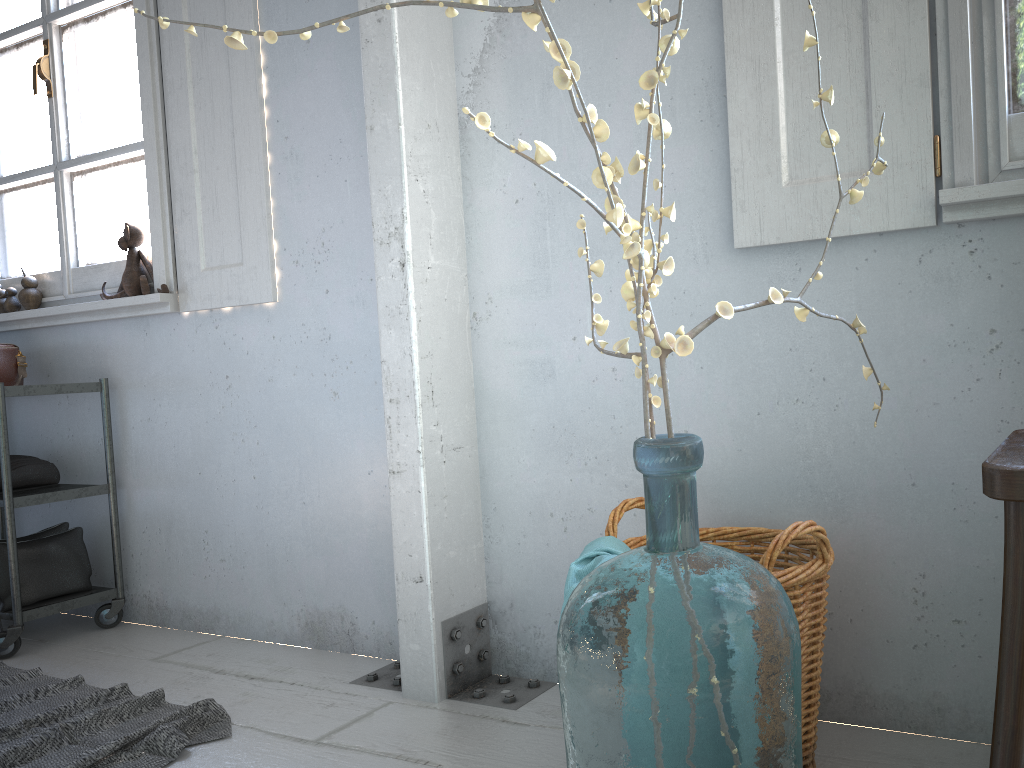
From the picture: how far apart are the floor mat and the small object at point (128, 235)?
1.3m

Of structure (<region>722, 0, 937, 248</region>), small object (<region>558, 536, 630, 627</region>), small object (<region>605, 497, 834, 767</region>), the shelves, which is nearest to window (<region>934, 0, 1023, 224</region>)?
structure (<region>722, 0, 937, 248</region>)

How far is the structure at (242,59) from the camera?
2.9 meters

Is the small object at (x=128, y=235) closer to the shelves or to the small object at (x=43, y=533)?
the shelves

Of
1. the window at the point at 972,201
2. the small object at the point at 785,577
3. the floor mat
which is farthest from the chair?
the floor mat

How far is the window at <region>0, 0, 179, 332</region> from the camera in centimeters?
312cm

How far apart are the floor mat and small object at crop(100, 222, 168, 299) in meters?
1.3

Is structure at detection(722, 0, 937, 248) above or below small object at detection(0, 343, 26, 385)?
above

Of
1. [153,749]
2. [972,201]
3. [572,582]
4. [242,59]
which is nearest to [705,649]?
[572,582]

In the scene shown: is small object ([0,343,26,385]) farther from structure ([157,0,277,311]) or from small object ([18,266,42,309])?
structure ([157,0,277,311])
